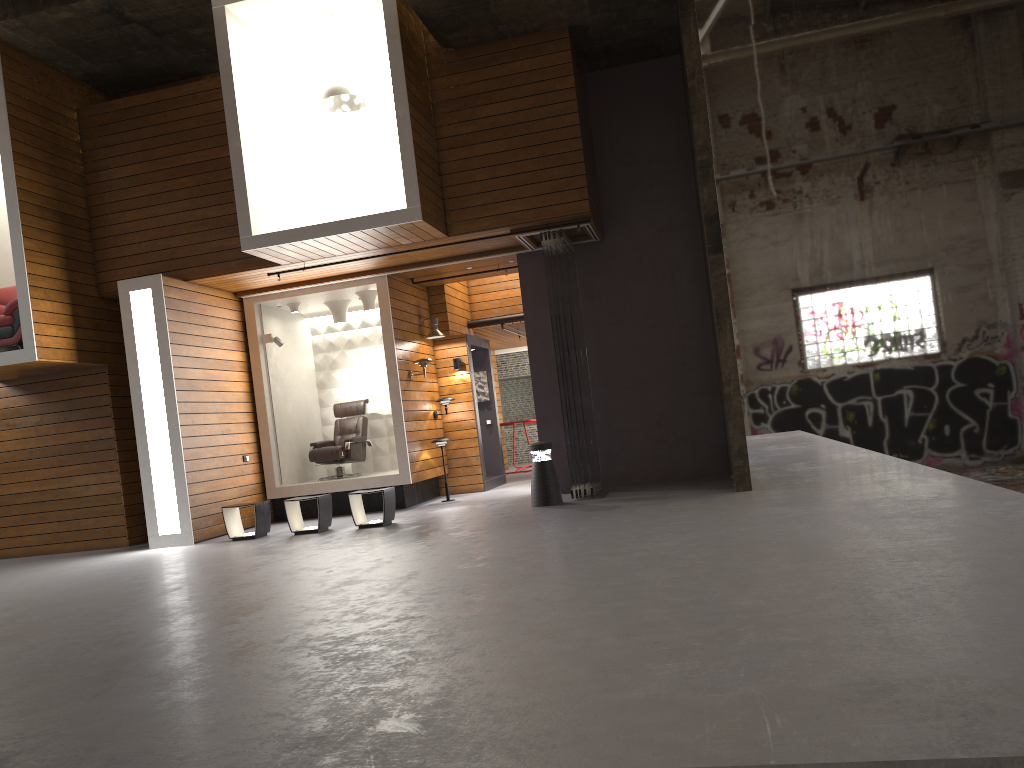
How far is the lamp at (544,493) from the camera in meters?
9.5

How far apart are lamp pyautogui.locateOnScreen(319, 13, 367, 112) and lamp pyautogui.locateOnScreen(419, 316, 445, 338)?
3.3 meters

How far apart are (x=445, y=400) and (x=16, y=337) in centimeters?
532cm

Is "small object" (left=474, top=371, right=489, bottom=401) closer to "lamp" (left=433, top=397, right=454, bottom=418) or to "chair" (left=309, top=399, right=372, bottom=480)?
"lamp" (left=433, top=397, right=454, bottom=418)

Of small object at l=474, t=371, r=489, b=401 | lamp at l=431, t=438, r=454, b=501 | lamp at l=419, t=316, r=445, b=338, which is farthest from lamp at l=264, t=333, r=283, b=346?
small object at l=474, t=371, r=489, b=401

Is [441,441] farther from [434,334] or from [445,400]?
[434,334]

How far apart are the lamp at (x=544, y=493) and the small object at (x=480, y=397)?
4.6m

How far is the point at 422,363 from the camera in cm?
1166

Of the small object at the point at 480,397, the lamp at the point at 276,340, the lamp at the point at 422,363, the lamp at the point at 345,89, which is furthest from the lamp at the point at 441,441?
the lamp at the point at 345,89

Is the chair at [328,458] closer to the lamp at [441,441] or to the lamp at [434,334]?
the lamp at [441,441]
